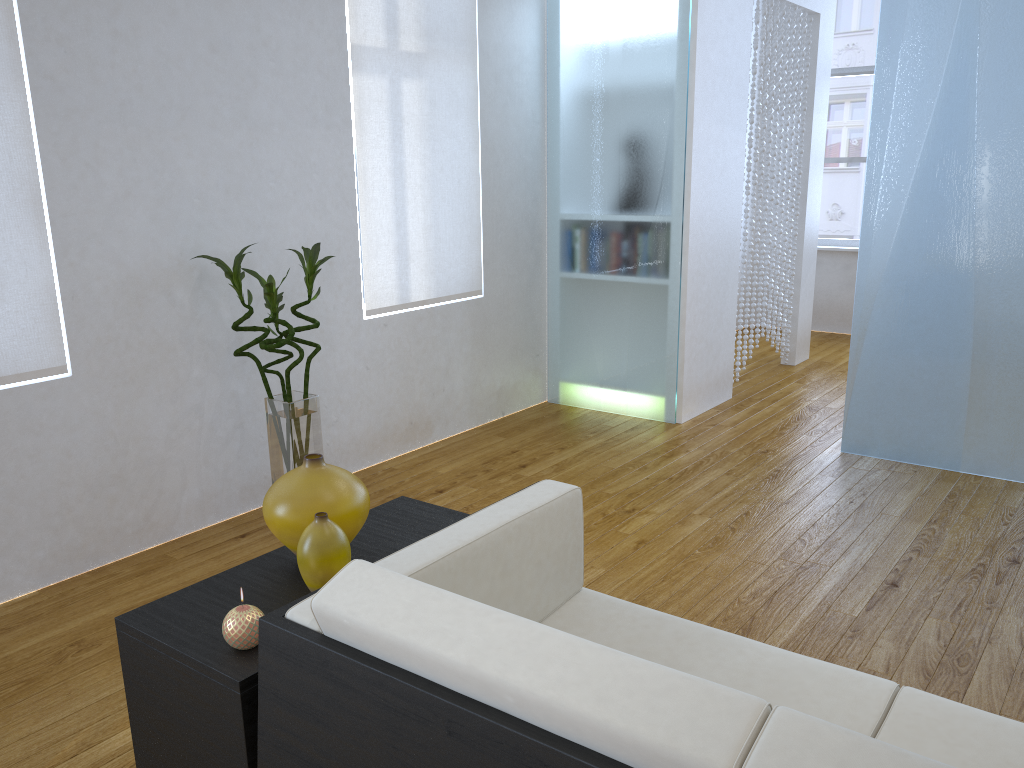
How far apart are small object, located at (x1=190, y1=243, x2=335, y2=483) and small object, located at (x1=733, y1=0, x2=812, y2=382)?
2.6m

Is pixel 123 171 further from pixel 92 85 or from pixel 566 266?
pixel 566 266

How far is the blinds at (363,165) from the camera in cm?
348

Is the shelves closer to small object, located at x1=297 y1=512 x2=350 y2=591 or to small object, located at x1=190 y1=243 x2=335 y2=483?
small object, located at x1=297 y1=512 x2=350 y2=591

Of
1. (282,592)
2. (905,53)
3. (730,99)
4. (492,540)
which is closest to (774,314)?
(730,99)

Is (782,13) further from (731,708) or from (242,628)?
(731,708)

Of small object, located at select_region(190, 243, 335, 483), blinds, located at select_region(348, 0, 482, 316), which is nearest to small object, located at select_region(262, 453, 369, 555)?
small object, located at select_region(190, 243, 335, 483)

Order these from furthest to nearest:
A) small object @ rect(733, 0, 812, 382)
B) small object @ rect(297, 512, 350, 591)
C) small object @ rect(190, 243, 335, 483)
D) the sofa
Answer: small object @ rect(733, 0, 812, 382) → small object @ rect(190, 243, 335, 483) → small object @ rect(297, 512, 350, 591) → the sofa

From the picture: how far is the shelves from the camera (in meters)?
1.38

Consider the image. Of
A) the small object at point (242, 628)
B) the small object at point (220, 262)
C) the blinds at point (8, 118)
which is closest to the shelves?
the small object at point (242, 628)
